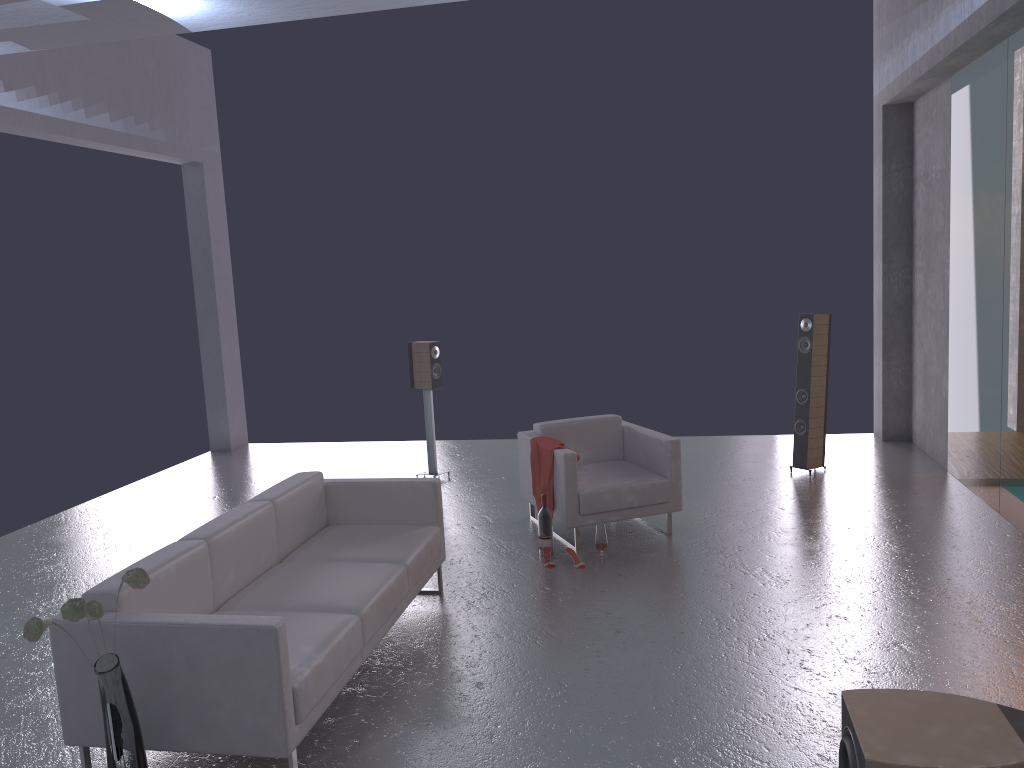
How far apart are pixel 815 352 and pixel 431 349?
3.6 meters

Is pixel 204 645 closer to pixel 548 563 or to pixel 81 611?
pixel 81 611

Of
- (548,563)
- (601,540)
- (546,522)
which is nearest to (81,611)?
(548,563)

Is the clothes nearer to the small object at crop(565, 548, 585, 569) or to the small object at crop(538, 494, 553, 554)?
the small object at crop(538, 494, 553, 554)

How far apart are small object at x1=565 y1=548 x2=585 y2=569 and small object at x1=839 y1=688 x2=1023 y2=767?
2.9m

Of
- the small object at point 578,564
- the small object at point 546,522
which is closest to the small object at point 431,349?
the small object at point 546,522

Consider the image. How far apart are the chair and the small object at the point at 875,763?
3.2m

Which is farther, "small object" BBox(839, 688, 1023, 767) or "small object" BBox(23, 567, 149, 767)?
"small object" BBox(23, 567, 149, 767)

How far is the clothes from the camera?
6.5m

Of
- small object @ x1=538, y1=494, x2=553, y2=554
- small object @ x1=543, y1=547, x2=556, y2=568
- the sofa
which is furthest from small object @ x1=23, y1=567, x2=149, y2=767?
small object @ x1=538, y1=494, x2=553, y2=554
